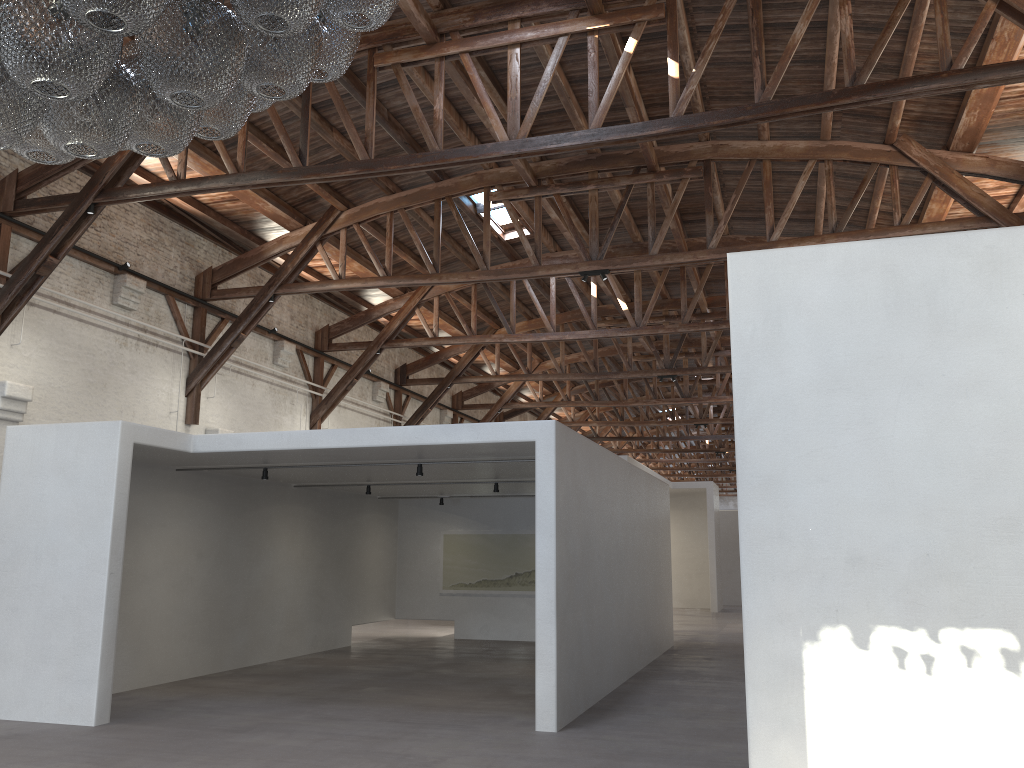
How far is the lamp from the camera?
2.57m

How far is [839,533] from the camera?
5.0 meters

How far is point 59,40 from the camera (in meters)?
2.57

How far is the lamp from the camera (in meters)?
2.57
